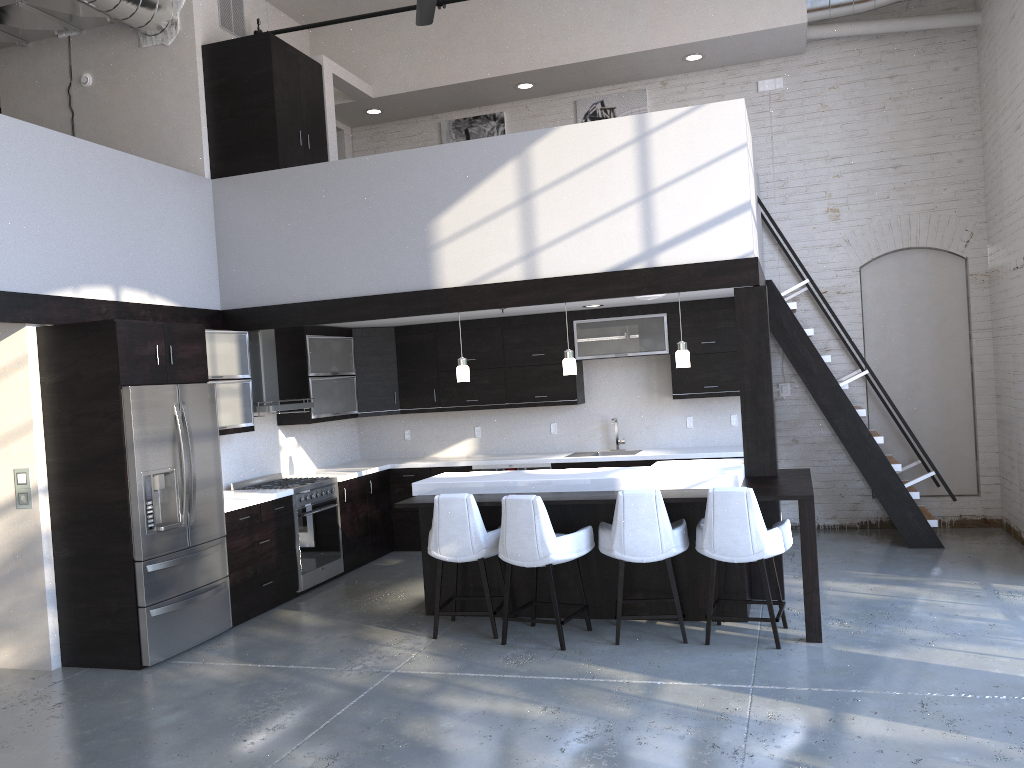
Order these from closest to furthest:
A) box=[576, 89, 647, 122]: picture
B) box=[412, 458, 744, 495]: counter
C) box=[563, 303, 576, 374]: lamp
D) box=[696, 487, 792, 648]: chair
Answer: box=[696, 487, 792, 648]: chair < box=[412, 458, 744, 495]: counter < box=[563, 303, 576, 374]: lamp < box=[576, 89, 647, 122]: picture

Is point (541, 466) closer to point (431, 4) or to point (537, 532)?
point (537, 532)

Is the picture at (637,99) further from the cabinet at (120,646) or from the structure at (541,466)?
the structure at (541,466)

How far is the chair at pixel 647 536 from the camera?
5.3m

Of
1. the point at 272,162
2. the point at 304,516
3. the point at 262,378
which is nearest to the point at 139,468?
the point at 304,516

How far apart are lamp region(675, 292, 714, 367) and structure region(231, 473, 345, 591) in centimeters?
323cm

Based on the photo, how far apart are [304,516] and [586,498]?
2.7m

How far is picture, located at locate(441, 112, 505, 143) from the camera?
9.52m

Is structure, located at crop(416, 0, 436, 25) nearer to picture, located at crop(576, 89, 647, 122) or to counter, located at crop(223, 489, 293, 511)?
picture, located at crop(576, 89, 647, 122)

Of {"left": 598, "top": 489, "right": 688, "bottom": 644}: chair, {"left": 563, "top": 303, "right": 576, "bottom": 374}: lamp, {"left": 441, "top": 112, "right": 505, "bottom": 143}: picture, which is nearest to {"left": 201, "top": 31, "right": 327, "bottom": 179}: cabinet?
{"left": 441, "top": 112, "right": 505, "bottom": 143}: picture
